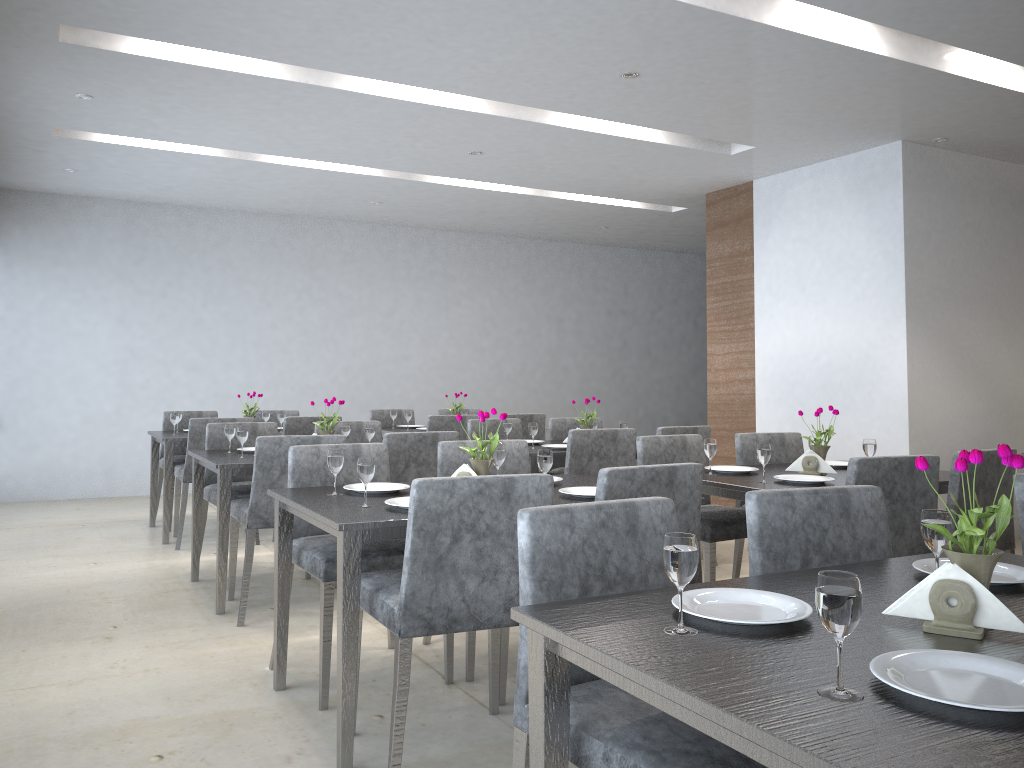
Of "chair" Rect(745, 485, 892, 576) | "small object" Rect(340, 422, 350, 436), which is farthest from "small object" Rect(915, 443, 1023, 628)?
"small object" Rect(340, 422, 350, 436)

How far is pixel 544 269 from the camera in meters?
9.4 m

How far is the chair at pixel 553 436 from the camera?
5.65m

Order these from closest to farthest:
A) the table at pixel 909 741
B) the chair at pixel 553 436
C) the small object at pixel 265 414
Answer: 1. the table at pixel 909 741
2. the chair at pixel 553 436
3. the small object at pixel 265 414

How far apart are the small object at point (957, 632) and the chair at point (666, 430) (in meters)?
3.29

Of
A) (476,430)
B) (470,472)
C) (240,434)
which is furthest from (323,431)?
(470,472)

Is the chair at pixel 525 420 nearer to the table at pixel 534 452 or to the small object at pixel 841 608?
the table at pixel 534 452

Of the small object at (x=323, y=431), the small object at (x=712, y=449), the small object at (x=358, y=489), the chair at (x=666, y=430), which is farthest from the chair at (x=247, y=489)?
the small object at (x=712, y=449)

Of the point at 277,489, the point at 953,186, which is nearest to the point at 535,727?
the point at 277,489

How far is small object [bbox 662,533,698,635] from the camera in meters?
1.3
